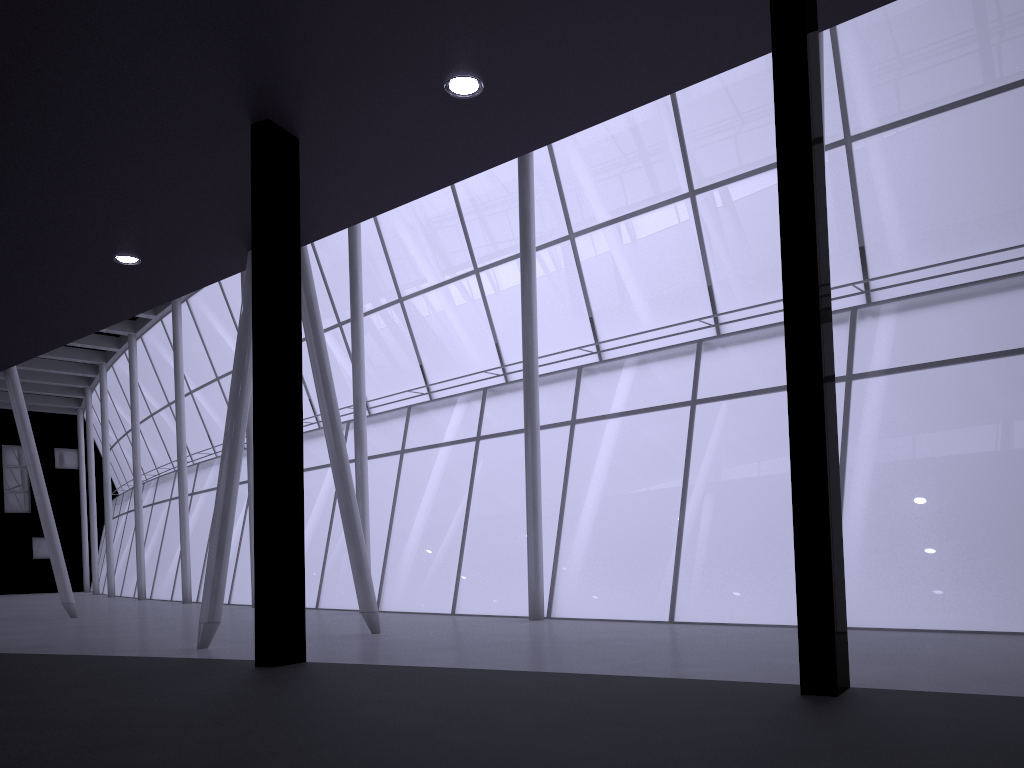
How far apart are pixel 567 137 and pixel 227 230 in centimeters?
1895cm

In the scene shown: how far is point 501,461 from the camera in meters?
30.7 m
